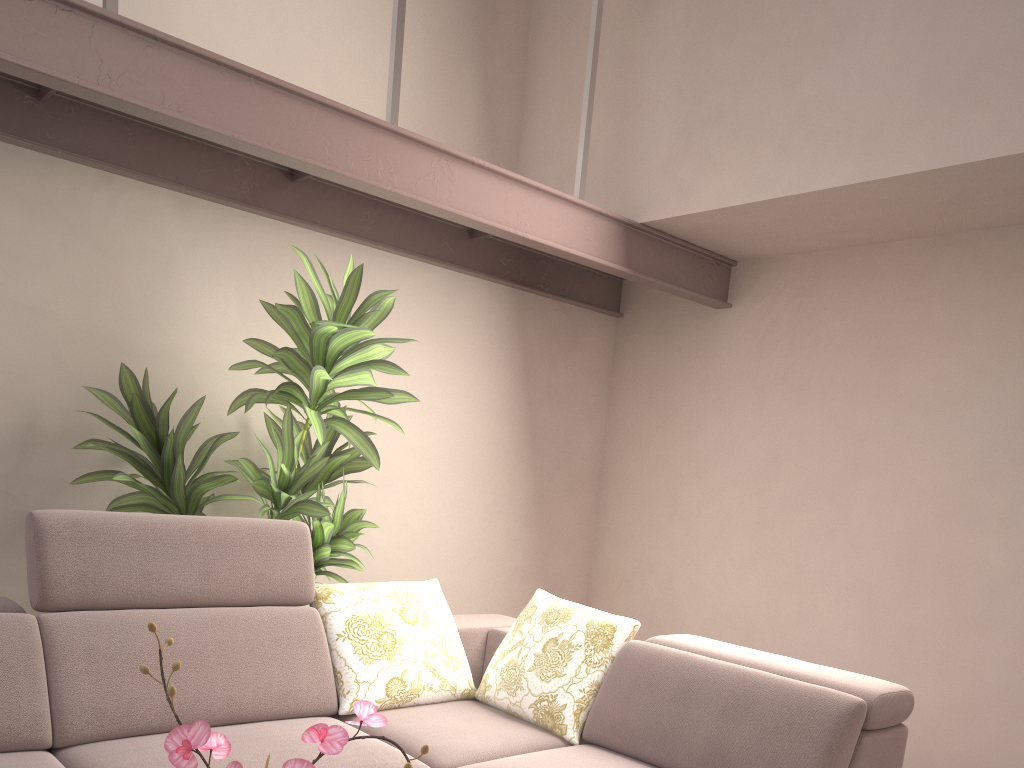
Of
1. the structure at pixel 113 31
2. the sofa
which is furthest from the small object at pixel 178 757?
the structure at pixel 113 31

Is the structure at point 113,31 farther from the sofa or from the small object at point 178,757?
the small object at point 178,757

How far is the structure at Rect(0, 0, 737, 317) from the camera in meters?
2.3

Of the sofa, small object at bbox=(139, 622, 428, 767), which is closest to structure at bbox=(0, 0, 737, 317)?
the sofa

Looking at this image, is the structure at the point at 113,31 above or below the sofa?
above

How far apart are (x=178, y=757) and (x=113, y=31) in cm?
232

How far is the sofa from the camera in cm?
225

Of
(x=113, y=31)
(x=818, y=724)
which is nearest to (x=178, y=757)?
(x=818, y=724)

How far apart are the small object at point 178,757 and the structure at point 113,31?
2.0 meters

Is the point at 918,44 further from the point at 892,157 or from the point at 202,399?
the point at 202,399
